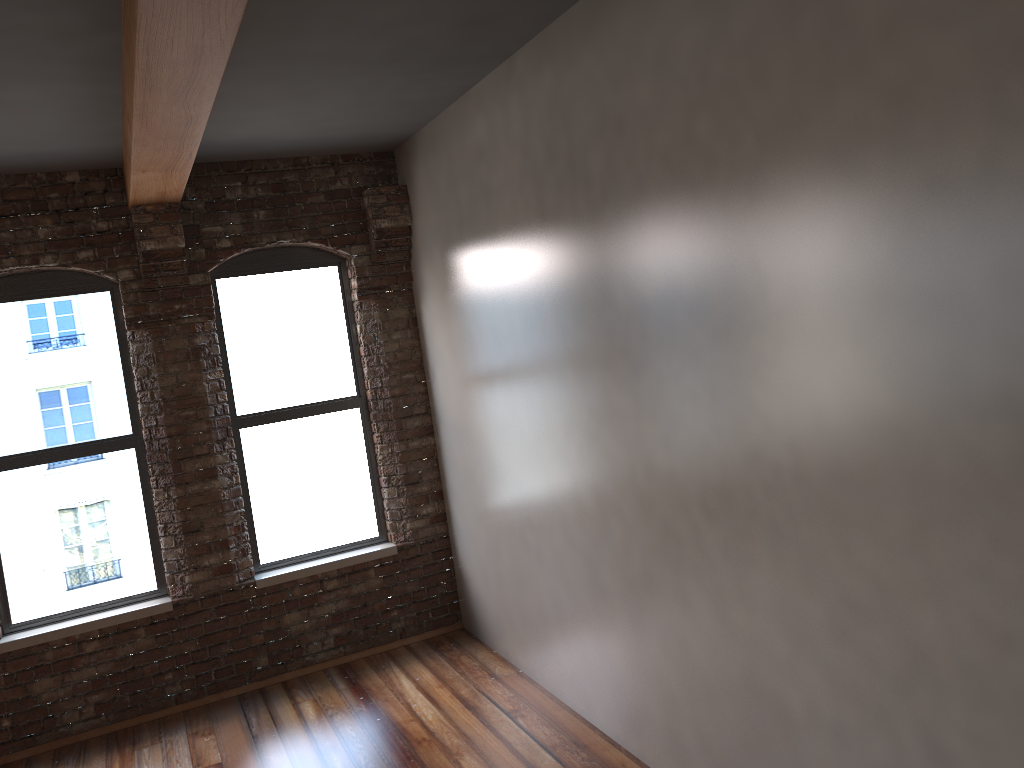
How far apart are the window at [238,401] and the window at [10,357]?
Answer: 0.6m

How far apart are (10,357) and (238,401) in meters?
1.4 m

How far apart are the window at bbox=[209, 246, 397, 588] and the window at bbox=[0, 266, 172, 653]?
0.6 meters

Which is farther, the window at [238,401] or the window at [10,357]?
the window at [238,401]

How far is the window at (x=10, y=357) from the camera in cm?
538

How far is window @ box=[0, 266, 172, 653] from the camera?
5.4m

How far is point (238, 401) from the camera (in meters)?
5.93

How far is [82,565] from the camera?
5.5 meters

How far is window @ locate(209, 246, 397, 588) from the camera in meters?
5.9

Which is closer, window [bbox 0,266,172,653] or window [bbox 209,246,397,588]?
window [bbox 0,266,172,653]
